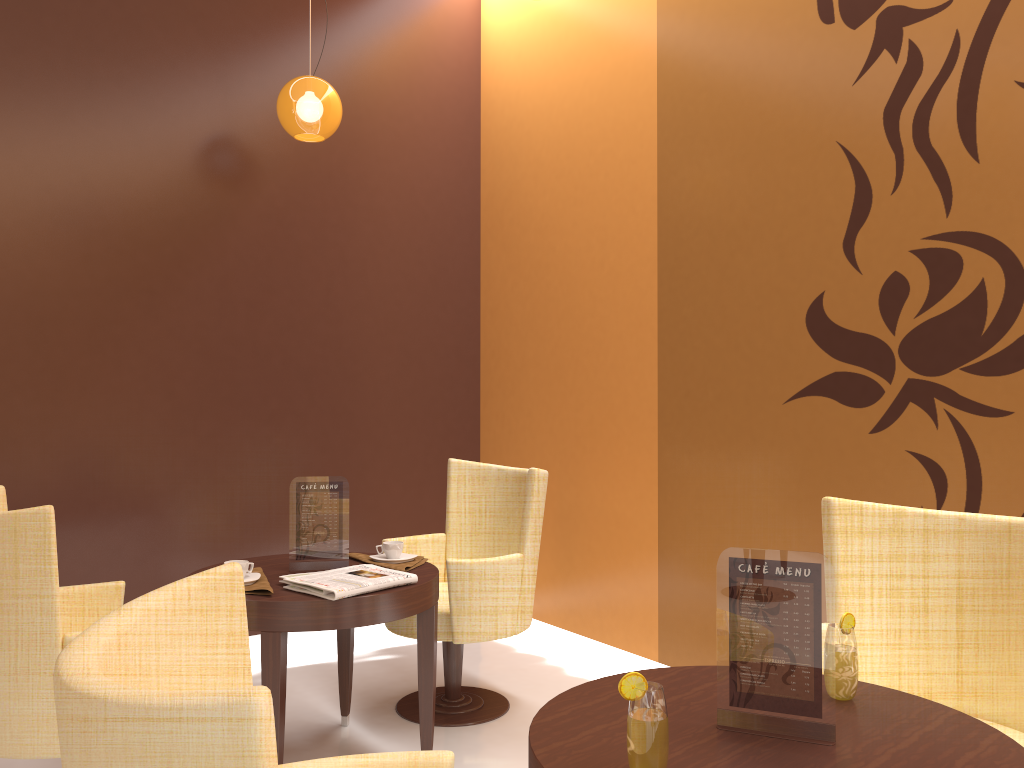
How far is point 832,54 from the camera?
3.3m

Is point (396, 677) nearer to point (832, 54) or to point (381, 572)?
point (381, 572)

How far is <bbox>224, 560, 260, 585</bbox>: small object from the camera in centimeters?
287cm

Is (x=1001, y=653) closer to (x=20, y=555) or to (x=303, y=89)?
(x=20, y=555)

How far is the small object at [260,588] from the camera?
2.8 meters

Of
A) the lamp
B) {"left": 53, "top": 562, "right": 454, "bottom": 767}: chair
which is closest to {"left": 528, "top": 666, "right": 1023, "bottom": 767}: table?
{"left": 53, "top": 562, "right": 454, "bottom": 767}: chair

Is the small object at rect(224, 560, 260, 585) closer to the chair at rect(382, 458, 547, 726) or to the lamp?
the chair at rect(382, 458, 547, 726)

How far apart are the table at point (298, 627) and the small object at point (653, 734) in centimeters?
147cm

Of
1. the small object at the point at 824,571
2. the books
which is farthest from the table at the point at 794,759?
the books

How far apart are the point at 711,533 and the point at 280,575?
1.8 meters
